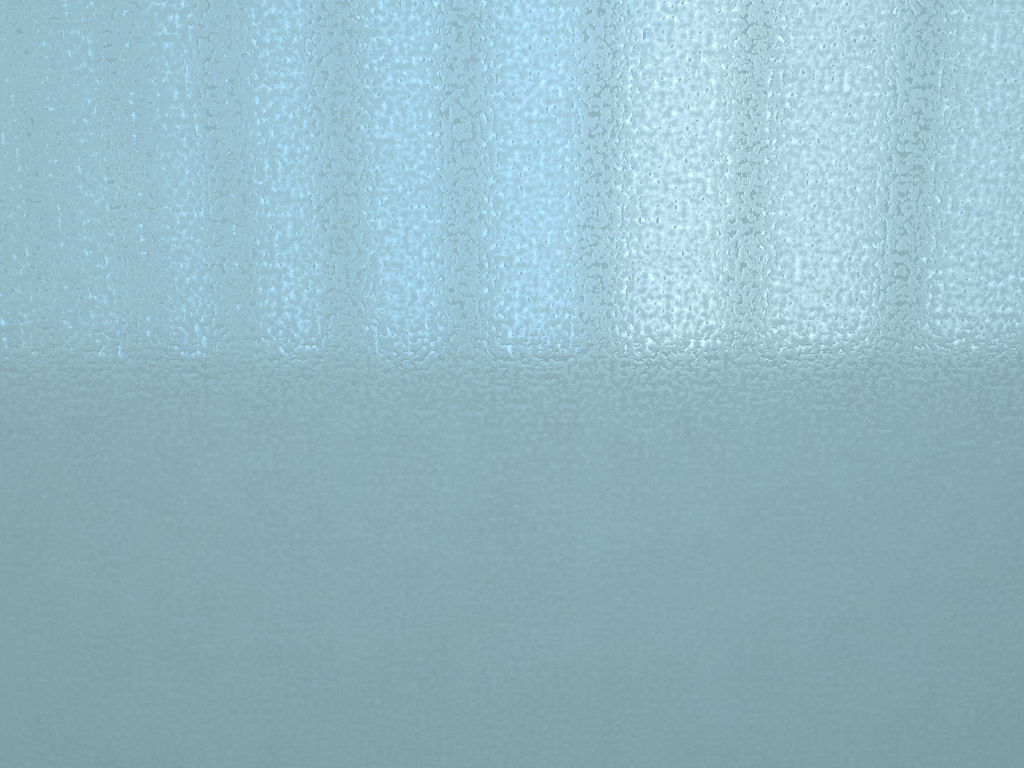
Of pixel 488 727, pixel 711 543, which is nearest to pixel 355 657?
pixel 488 727
